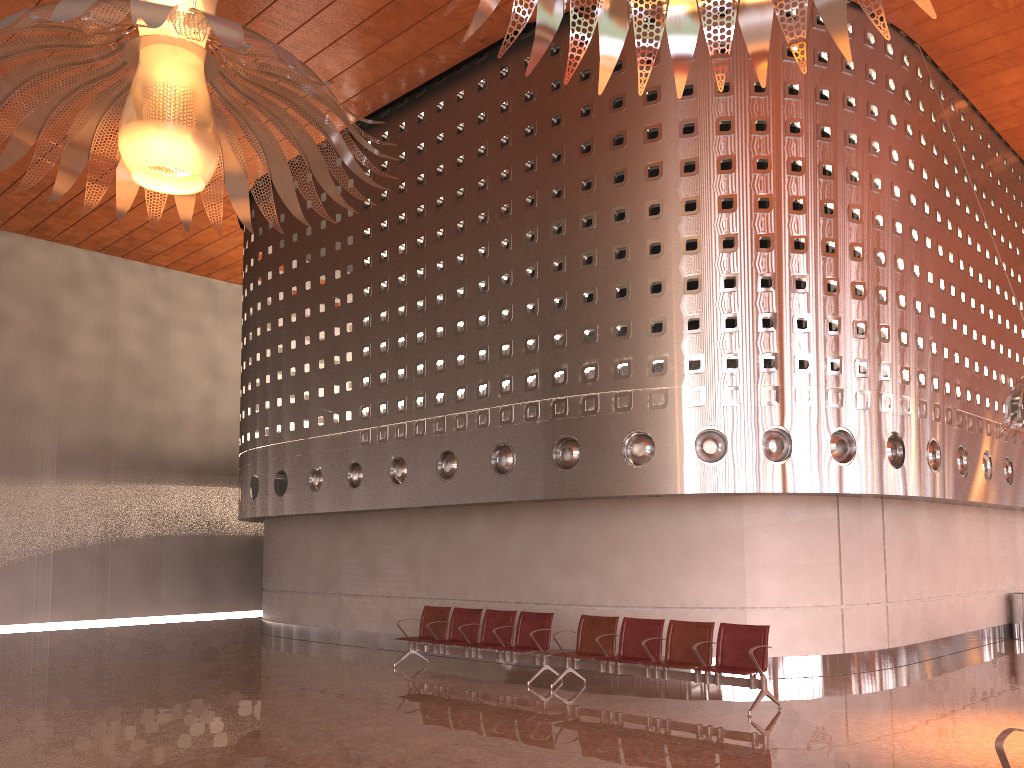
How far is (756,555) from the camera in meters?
11.3
